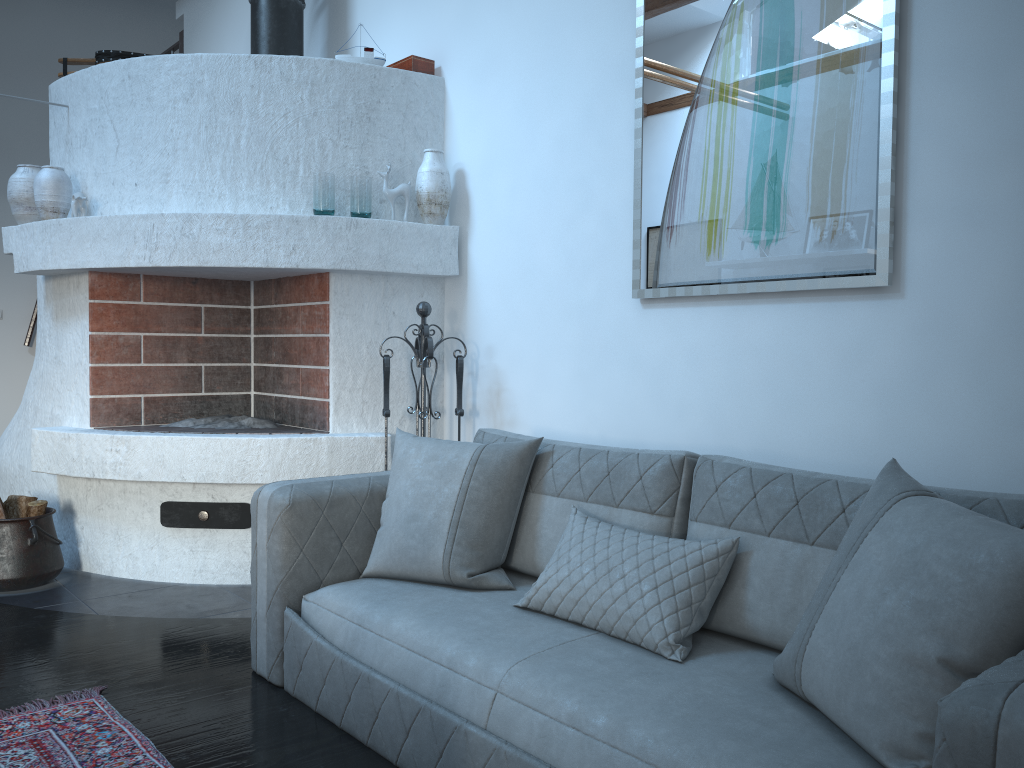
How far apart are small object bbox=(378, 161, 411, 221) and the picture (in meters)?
1.17

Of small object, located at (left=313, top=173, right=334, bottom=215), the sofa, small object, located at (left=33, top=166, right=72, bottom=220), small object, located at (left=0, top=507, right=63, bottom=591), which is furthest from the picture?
small object, located at (left=0, top=507, right=63, bottom=591)

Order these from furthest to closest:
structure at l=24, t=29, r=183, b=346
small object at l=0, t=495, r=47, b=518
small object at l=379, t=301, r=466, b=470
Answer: structure at l=24, t=29, r=183, b=346, small object at l=0, t=495, r=47, b=518, small object at l=379, t=301, r=466, b=470

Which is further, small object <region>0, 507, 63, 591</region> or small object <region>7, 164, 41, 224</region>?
small object <region>7, 164, 41, 224</region>

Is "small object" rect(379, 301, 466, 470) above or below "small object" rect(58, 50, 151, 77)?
below

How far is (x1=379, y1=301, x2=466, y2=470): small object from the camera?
3.6 meters

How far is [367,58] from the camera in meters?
4.1 m

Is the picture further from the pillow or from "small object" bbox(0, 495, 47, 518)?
"small object" bbox(0, 495, 47, 518)

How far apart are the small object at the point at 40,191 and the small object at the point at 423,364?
1.7m

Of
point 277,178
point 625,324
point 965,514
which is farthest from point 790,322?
point 277,178
